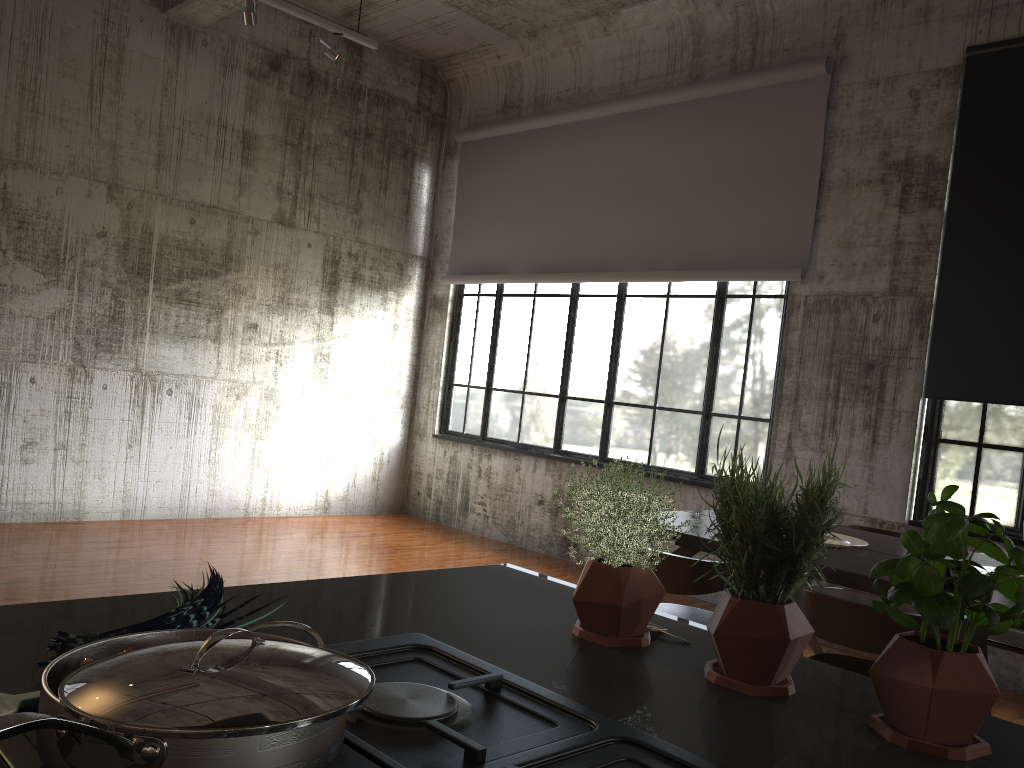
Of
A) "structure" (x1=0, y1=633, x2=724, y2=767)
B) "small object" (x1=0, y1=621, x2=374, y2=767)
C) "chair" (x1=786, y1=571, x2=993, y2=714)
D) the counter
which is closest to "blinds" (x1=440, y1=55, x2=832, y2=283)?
"chair" (x1=786, y1=571, x2=993, y2=714)

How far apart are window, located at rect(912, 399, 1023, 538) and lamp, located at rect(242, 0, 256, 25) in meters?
5.7

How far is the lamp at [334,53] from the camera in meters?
7.1 m

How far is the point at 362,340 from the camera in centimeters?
997cm

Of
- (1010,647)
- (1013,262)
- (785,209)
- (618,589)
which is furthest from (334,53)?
(618,589)

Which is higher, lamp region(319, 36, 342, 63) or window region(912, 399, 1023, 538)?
lamp region(319, 36, 342, 63)

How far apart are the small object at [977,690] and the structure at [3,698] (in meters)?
0.29

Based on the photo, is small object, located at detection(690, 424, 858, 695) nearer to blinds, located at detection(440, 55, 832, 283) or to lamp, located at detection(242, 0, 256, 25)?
blinds, located at detection(440, 55, 832, 283)

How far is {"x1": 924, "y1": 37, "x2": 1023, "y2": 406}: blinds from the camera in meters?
6.1 m

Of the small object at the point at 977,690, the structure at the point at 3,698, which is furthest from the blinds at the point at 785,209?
the structure at the point at 3,698
